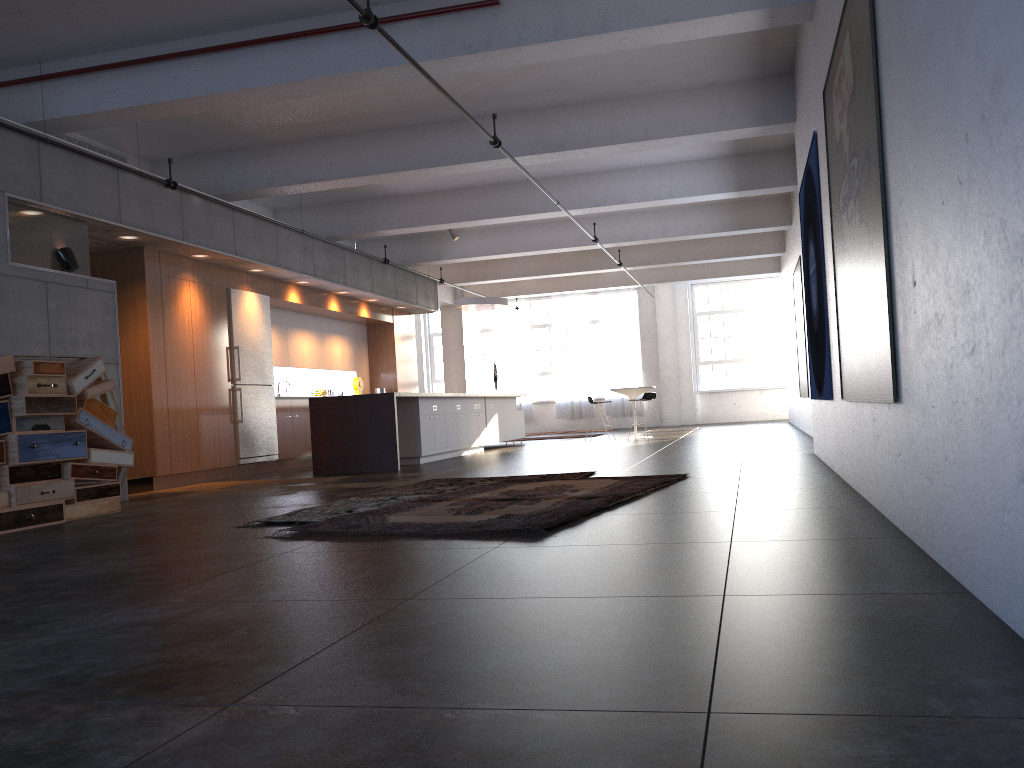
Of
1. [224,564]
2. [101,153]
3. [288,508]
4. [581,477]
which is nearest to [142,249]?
[101,153]

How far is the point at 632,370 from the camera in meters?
23.7

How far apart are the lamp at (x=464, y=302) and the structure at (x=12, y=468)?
9.2m

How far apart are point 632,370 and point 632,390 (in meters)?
7.59

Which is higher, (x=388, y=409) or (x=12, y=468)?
(x=388, y=409)

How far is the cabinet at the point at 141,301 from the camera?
10.0m

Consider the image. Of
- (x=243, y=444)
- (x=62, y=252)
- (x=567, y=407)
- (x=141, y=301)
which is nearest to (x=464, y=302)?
(x=243, y=444)

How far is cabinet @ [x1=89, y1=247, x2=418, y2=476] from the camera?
10.0 meters

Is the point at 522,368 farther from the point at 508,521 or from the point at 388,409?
the point at 508,521

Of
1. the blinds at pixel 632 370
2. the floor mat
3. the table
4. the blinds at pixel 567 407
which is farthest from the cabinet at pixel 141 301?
the blinds at pixel 632 370
